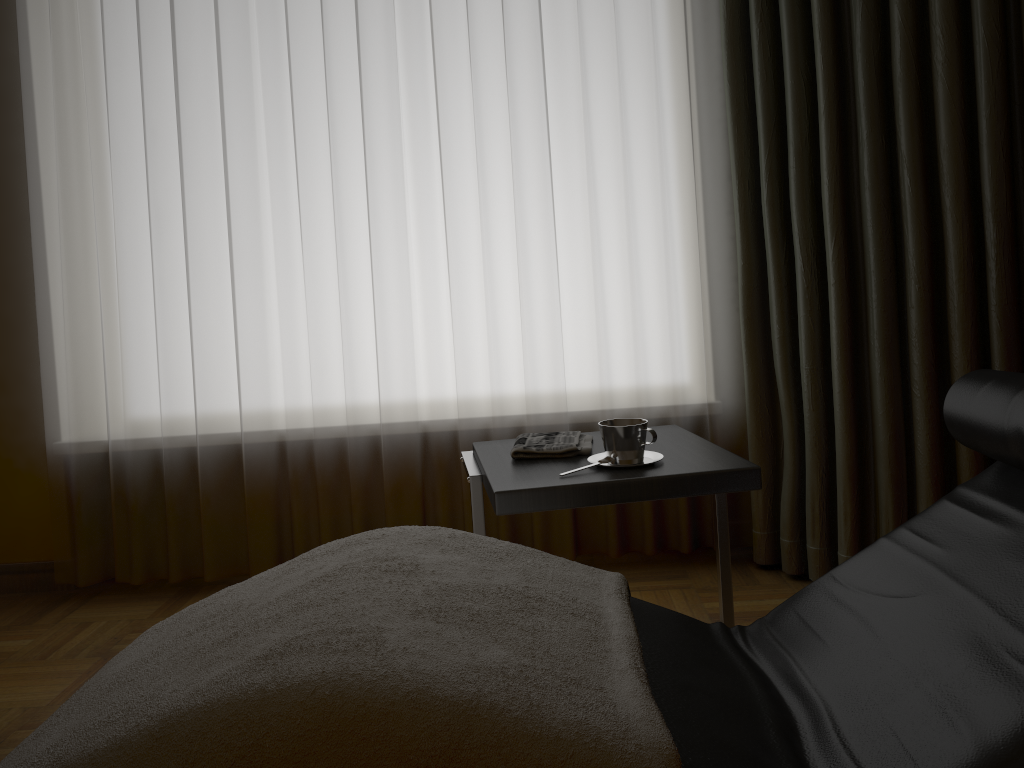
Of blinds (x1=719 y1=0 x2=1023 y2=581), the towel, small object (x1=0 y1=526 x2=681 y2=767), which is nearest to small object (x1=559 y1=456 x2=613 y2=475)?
the towel

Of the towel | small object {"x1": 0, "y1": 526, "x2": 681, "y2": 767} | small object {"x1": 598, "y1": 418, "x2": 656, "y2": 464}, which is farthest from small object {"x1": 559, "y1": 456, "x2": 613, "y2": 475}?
small object {"x1": 0, "y1": 526, "x2": 681, "y2": 767}

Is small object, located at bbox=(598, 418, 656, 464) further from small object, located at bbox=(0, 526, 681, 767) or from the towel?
small object, located at bbox=(0, 526, 681, 767)

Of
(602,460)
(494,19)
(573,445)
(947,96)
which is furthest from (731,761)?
(494,19)

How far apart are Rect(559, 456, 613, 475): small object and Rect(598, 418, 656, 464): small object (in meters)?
0.02

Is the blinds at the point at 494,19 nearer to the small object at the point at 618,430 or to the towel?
the towel

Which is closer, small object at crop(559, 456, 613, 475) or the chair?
the chair

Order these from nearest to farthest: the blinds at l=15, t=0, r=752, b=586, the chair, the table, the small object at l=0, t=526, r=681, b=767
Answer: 1. the small object at l=0, t=526, r=681, b=767
2. the chair
3. the table
4. the blinds at l=15, t=0, r=752, b=586

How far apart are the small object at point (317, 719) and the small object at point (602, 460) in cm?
34

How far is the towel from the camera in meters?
1.8 m
